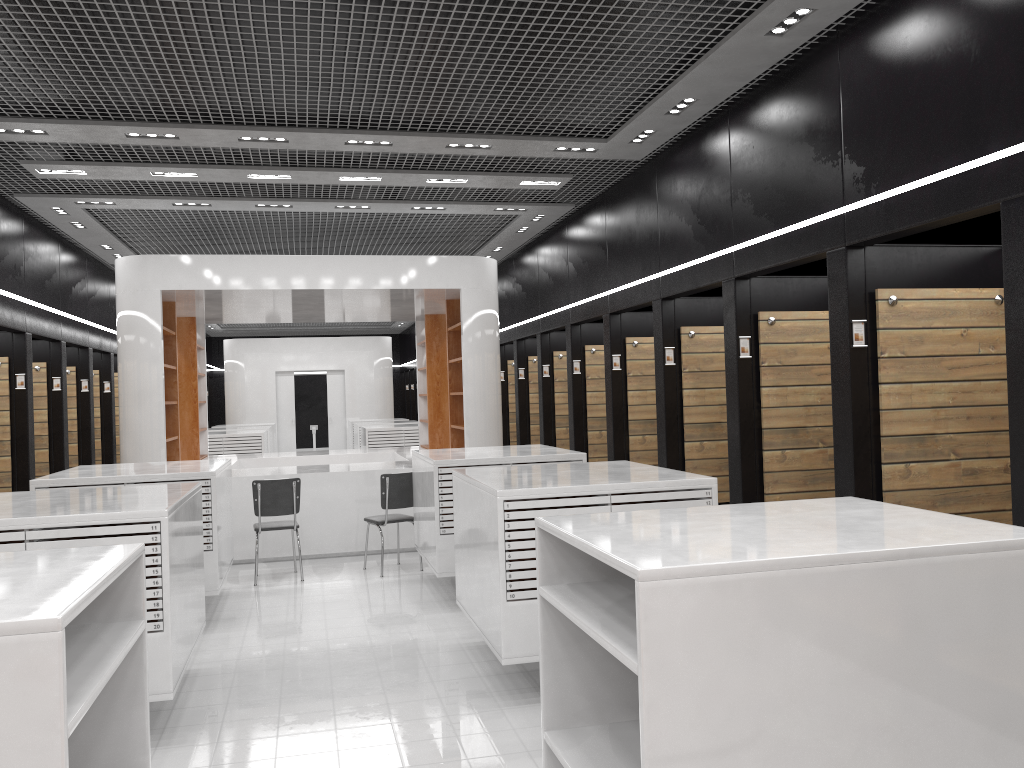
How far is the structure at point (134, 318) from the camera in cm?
935

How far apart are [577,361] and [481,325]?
1.6m

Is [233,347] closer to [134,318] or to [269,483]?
[134,318]

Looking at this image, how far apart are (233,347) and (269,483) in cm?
1473

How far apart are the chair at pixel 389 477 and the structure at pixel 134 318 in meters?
0.9 m

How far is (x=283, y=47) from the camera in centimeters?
549cm

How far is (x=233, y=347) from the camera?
22.2m

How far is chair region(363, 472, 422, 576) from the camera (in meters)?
8.63

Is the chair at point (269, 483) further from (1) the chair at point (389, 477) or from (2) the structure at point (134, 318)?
(2) the structure at point (134, 318)

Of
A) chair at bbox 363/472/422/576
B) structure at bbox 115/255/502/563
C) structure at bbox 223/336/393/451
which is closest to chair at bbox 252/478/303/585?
chair at bbox 363/472/422/576
